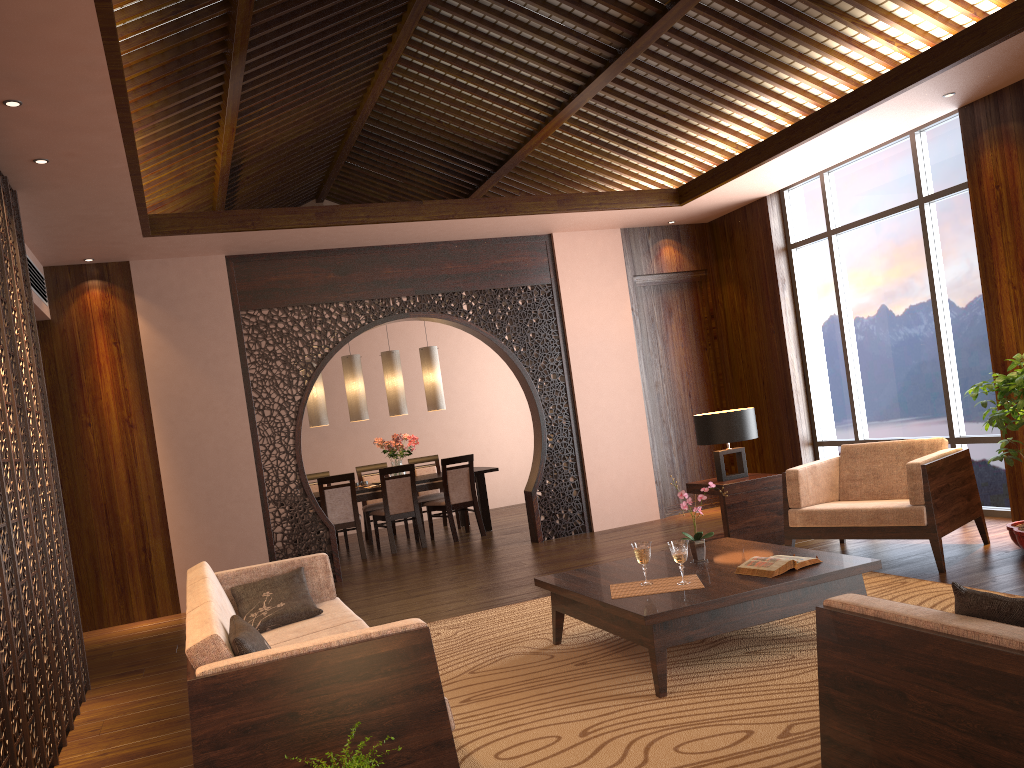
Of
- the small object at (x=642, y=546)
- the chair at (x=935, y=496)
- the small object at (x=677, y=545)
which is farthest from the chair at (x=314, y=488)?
the small object at (x=677, y=545)

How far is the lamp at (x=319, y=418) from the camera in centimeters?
915cm

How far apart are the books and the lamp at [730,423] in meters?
2.3 m

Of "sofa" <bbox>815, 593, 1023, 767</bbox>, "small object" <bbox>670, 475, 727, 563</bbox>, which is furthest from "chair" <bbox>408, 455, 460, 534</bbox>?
"sofa" <bbox>815, 593, 1023, 767</bbox>

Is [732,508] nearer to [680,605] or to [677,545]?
[677,545]

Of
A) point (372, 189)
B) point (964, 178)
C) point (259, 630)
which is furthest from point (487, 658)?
point (372, 189)

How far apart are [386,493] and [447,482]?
0.6 meters

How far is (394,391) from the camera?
9.46m

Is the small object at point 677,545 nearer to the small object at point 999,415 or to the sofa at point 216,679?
the sofa at point 216,679

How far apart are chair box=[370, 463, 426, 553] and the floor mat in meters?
3.4 m
